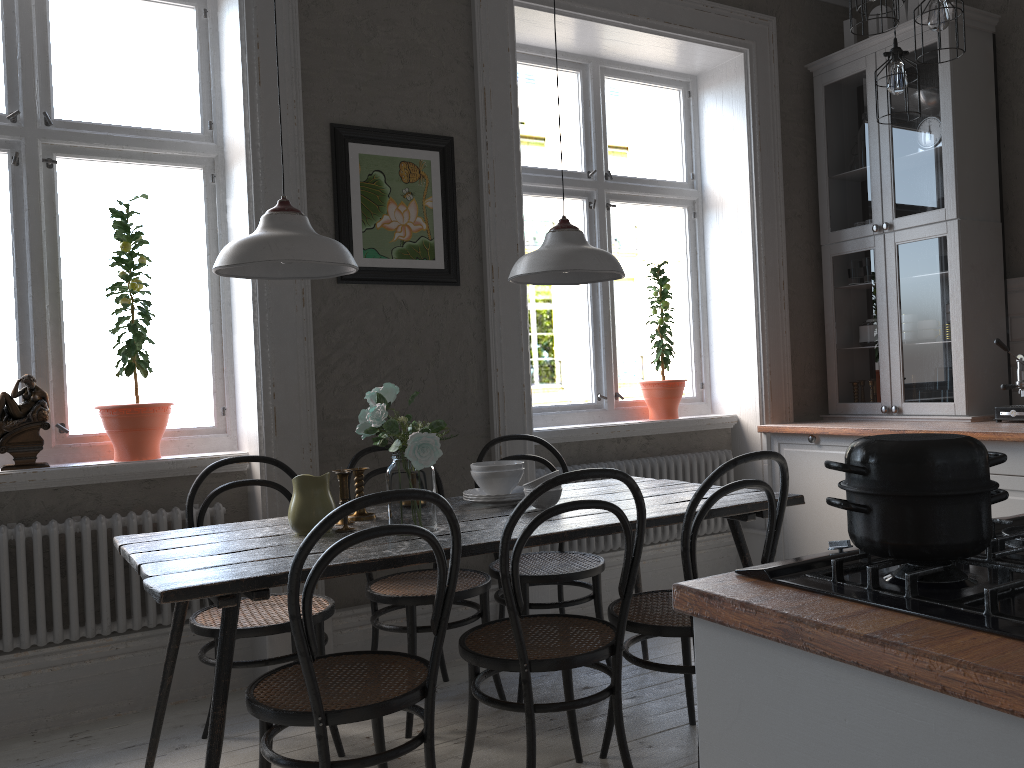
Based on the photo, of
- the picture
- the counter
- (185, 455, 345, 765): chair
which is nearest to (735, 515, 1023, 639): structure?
the counter

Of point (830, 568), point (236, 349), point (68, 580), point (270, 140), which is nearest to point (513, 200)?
point (270, 140)

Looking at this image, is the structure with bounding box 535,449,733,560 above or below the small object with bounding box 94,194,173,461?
below

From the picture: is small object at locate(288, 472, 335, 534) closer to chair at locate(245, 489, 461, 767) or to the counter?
chair at locate(245, 489, 461, 767)

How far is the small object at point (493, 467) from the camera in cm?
286

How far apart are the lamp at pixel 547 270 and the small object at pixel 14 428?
1.7m

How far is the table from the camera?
1.98m

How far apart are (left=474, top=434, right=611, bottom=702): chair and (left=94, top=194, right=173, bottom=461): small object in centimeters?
119cm

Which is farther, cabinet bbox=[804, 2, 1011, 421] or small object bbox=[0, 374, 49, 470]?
cabinet bbox=[804, 2, 1011, 421]

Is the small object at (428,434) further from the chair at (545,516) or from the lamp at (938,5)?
the lamp at (938,5)
